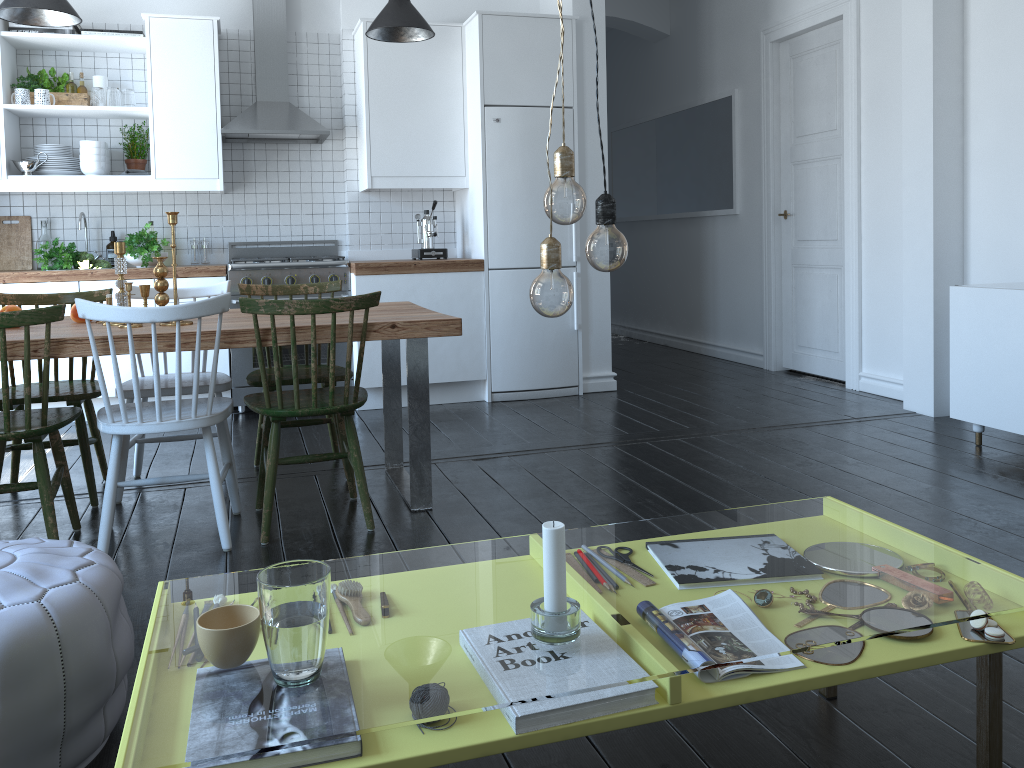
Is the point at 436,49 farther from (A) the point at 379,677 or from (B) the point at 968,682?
(A) the point at 379,677

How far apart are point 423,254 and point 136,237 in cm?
167

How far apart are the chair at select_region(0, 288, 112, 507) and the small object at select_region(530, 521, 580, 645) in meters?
2.6

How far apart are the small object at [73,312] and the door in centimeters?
433cm

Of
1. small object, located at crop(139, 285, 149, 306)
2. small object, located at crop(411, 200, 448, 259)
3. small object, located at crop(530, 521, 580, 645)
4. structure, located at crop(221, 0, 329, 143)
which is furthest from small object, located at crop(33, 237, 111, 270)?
small object, located at crop(530, 521, 580, 645)

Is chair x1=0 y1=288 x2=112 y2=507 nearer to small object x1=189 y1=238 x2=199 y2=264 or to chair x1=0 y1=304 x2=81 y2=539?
chair x1=0 y1=304 x2=81 y2=539

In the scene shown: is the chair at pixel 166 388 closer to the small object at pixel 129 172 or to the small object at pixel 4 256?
the small object at pixel 129 172

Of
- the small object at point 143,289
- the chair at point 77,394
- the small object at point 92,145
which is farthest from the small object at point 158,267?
the small object at point 92,145

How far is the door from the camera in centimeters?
541cm

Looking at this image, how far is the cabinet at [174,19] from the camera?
5.1m
